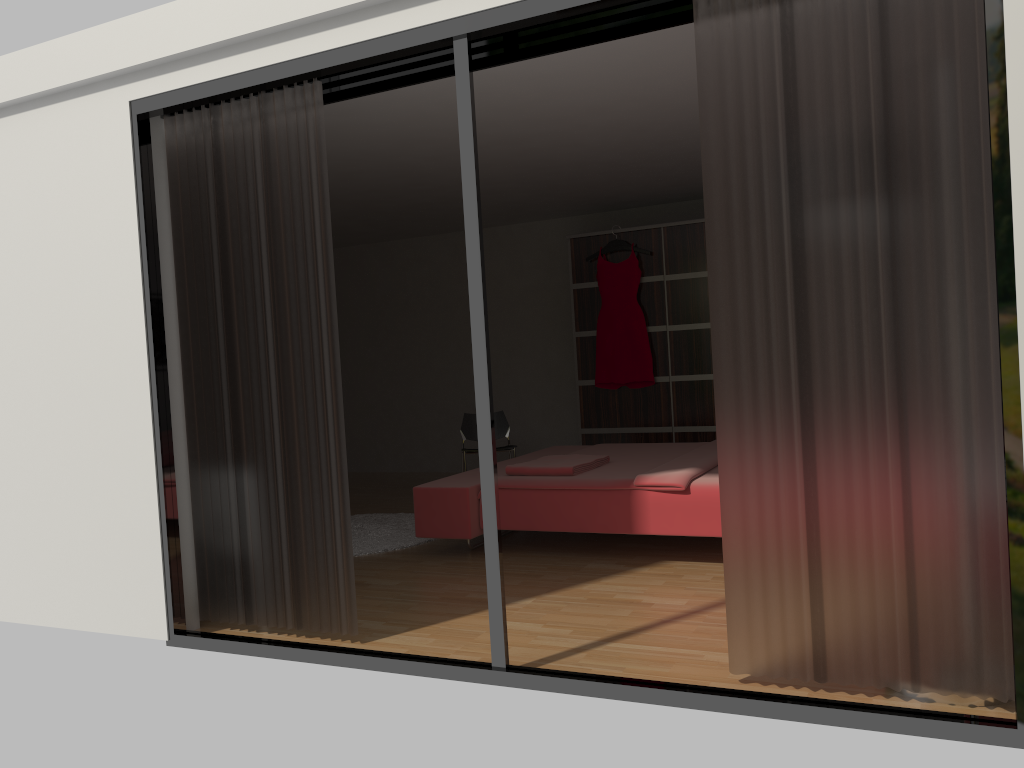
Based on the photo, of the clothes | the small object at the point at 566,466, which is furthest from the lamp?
the clothes

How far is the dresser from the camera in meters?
6.7 m

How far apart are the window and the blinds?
0.1 meters

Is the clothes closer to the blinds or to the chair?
the chair

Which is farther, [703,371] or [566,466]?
[703,371]

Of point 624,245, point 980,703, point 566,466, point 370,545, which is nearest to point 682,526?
point 566,466

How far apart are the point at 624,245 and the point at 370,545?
3.13m

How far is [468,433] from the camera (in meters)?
6.86

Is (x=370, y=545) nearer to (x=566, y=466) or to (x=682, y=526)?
(x=566, y=466)

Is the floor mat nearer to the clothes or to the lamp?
the clothes
